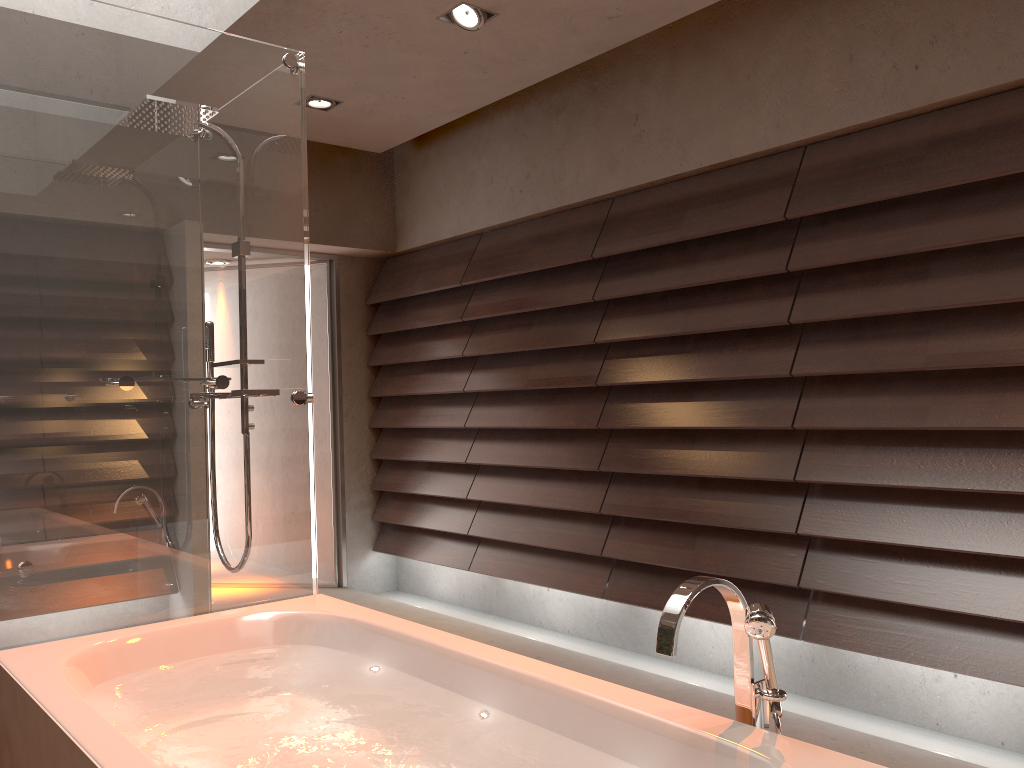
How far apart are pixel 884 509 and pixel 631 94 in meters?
→ 2.0

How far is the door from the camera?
5.3m

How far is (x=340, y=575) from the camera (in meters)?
5.32

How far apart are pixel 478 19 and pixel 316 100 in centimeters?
115cm

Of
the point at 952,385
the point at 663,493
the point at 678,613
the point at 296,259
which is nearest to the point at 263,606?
the point at 296,259

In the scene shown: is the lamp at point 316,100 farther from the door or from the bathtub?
the bathtub

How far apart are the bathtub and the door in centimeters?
267cm

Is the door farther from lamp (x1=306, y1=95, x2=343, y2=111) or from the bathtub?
the bathtub

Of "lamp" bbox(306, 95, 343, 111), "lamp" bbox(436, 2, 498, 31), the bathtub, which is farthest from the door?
the bathtub

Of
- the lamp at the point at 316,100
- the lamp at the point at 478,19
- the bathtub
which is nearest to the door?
the lamp at the point at 316,100
